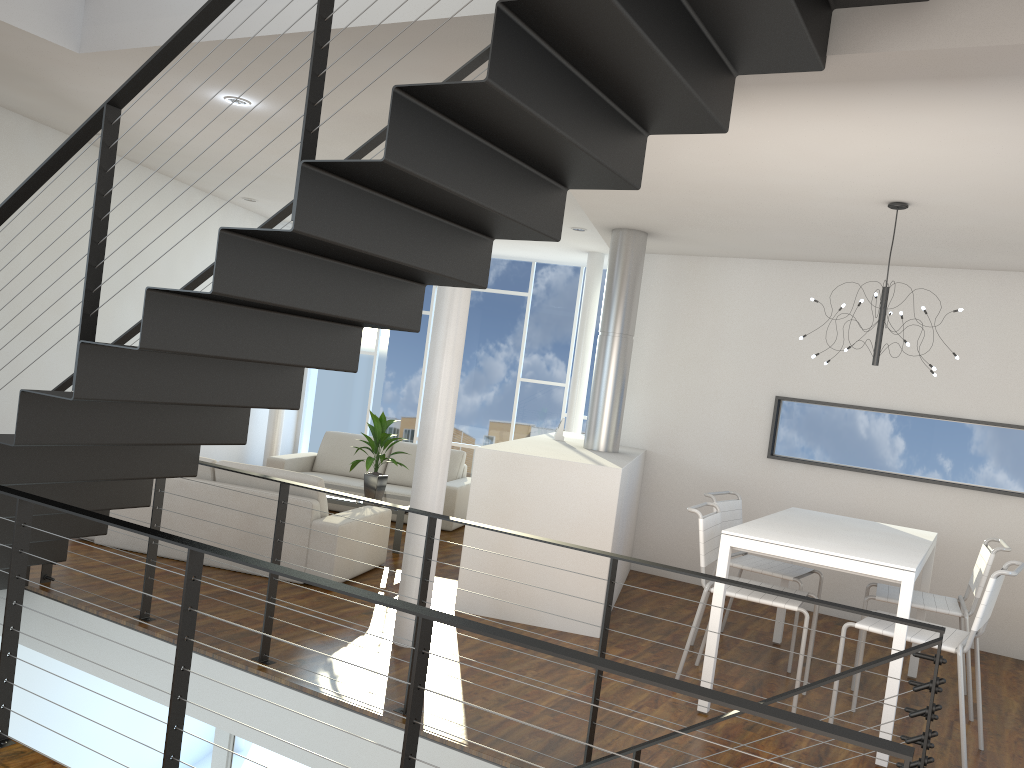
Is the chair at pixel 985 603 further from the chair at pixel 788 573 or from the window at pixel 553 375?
the window at pixel 553 375

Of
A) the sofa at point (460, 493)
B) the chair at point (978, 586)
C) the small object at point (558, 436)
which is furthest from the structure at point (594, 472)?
the chair at point (978, 586)

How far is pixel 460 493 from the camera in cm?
675

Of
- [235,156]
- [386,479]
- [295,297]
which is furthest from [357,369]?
[235,156]

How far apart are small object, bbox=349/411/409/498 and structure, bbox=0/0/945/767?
2.2m

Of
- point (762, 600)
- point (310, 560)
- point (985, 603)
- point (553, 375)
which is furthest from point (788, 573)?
point (553, 375)

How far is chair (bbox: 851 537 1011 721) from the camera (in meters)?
3.84

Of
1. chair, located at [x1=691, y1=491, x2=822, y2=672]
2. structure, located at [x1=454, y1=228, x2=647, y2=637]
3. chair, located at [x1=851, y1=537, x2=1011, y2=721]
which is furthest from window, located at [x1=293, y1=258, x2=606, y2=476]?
chair, located at [x1=851, y1=537, x2=1011, y2=721]

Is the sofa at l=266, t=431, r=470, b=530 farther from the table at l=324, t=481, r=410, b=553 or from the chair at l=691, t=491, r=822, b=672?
the chair at l=691, t=491, r=822, b=672

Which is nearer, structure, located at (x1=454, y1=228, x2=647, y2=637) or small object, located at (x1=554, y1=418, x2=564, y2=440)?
structure, located at (x1=454, y1=228, x2=647, y2=637)
